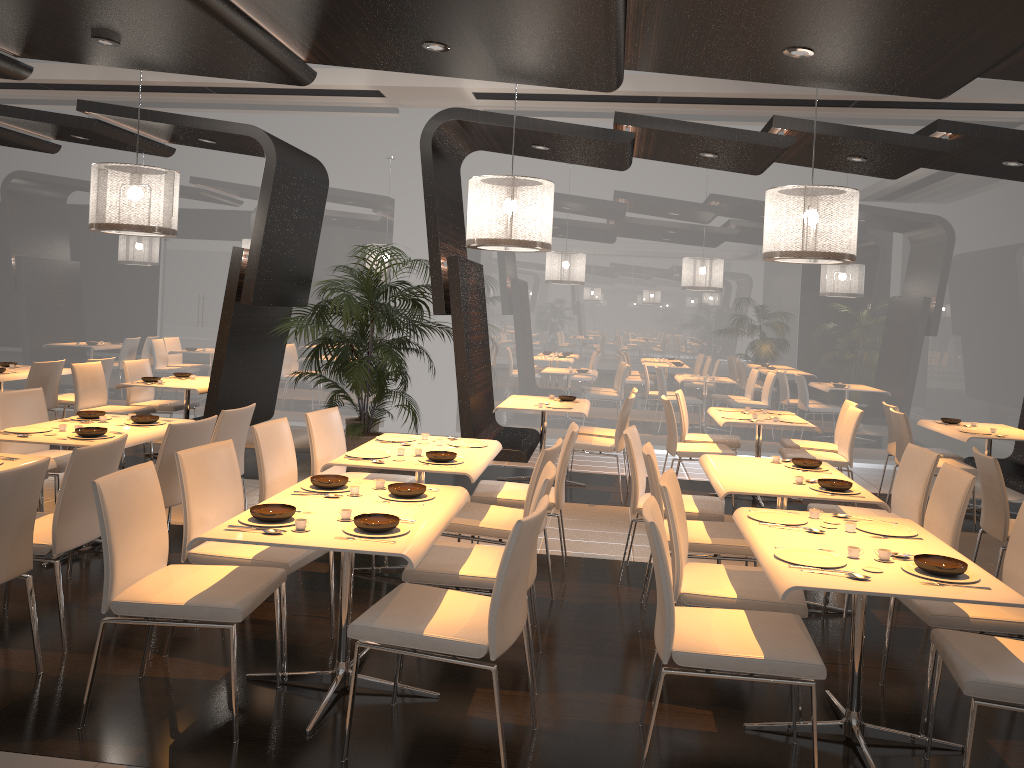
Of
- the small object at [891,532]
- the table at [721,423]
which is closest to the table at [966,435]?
the table at [721,423]

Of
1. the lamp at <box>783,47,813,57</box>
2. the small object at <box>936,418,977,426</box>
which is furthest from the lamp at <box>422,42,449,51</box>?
the small object at <box>936,418,977,426</box>

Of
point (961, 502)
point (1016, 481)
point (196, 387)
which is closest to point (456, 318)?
point (196, 387)

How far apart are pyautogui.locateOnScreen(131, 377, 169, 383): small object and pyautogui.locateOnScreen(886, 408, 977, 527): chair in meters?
6.4

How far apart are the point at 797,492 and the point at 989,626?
1.1m

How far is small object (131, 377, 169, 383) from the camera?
8.0m

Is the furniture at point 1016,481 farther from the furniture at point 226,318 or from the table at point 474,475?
the furniture at point 226,318

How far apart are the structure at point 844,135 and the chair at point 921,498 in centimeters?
277cm

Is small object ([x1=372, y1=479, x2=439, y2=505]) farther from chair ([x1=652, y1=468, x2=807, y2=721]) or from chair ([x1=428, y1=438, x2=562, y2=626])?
chair ([x1=652, y1=468, x2=807, y2=721])

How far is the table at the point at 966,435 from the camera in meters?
7.1
